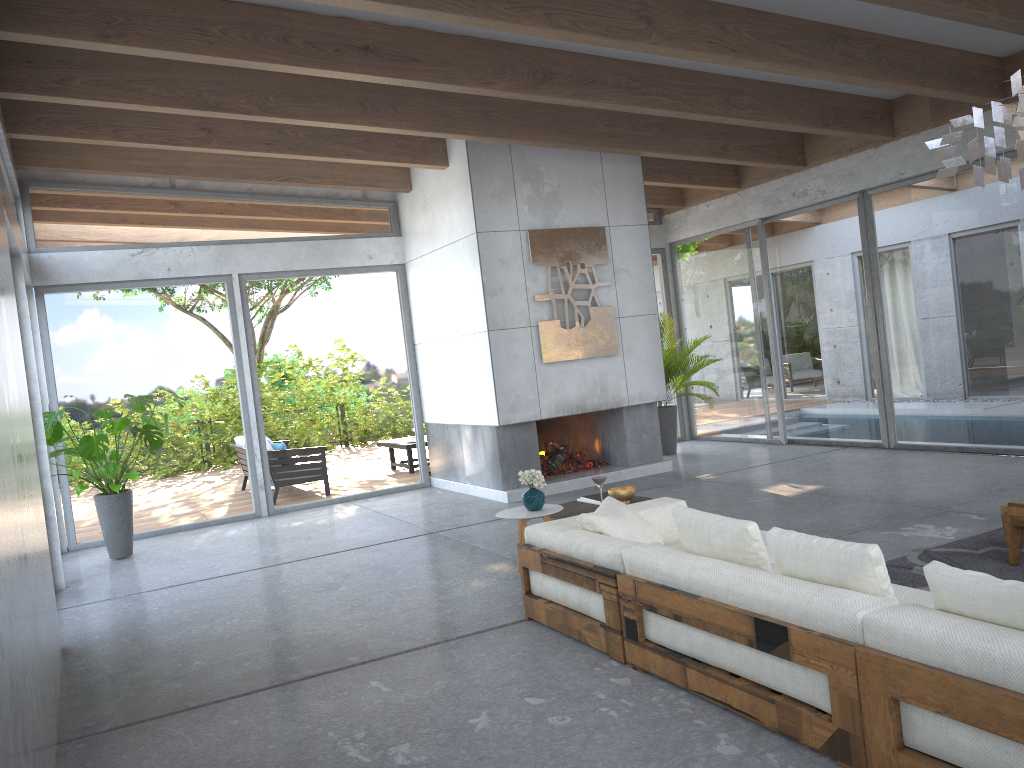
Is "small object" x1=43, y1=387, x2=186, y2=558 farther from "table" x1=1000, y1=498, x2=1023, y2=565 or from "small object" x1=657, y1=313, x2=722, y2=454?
"table" x1=1000, y1=498, x2=1023, y2=565

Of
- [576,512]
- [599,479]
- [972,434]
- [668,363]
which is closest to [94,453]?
[576,512]

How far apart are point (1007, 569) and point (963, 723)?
2.65m

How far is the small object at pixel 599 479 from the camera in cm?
528

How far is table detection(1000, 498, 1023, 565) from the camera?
4.7m

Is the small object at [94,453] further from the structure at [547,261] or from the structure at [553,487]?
the structure at [547,261]

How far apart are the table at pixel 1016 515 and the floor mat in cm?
3

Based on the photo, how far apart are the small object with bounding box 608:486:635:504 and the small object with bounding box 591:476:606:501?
0.20m

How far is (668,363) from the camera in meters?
10.8 m

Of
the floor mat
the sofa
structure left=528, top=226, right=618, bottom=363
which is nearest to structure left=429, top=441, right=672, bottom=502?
structure left=528, top=226, right=618, bottom=363
